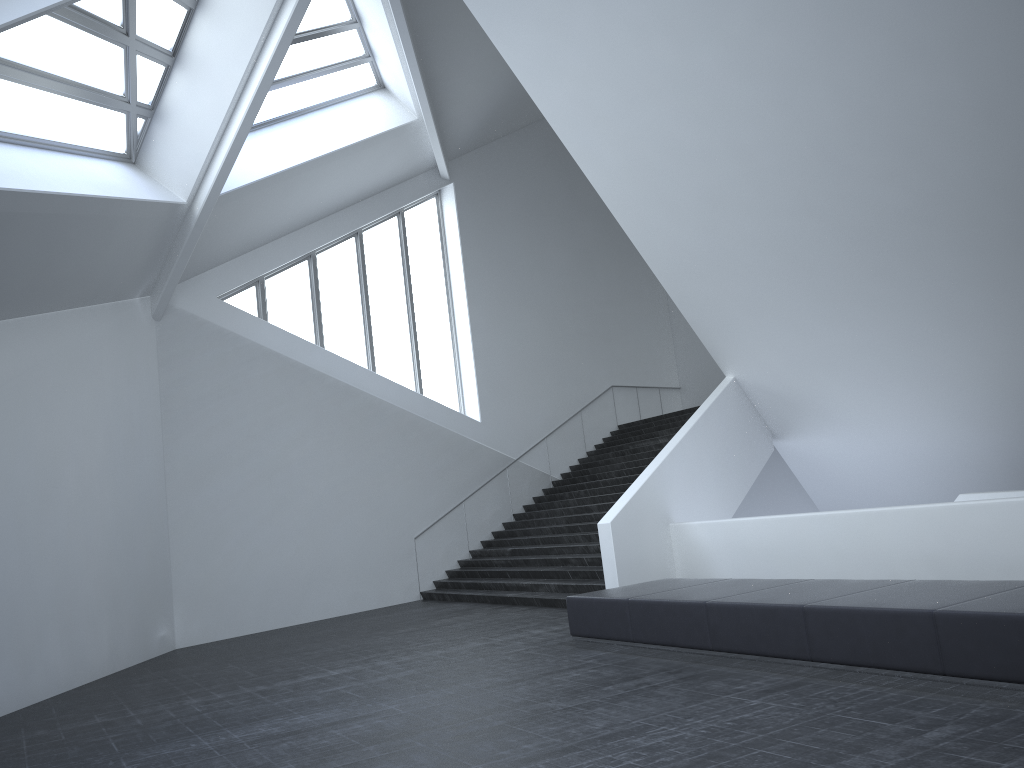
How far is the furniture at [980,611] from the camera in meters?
5.8 m

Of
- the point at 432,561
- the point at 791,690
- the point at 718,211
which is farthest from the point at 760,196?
the point at 432,561

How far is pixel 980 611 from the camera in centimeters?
583cm

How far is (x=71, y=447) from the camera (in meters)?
12.11

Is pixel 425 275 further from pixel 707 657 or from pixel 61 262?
pixel 707 657

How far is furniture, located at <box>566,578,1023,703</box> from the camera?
5.8 meters
